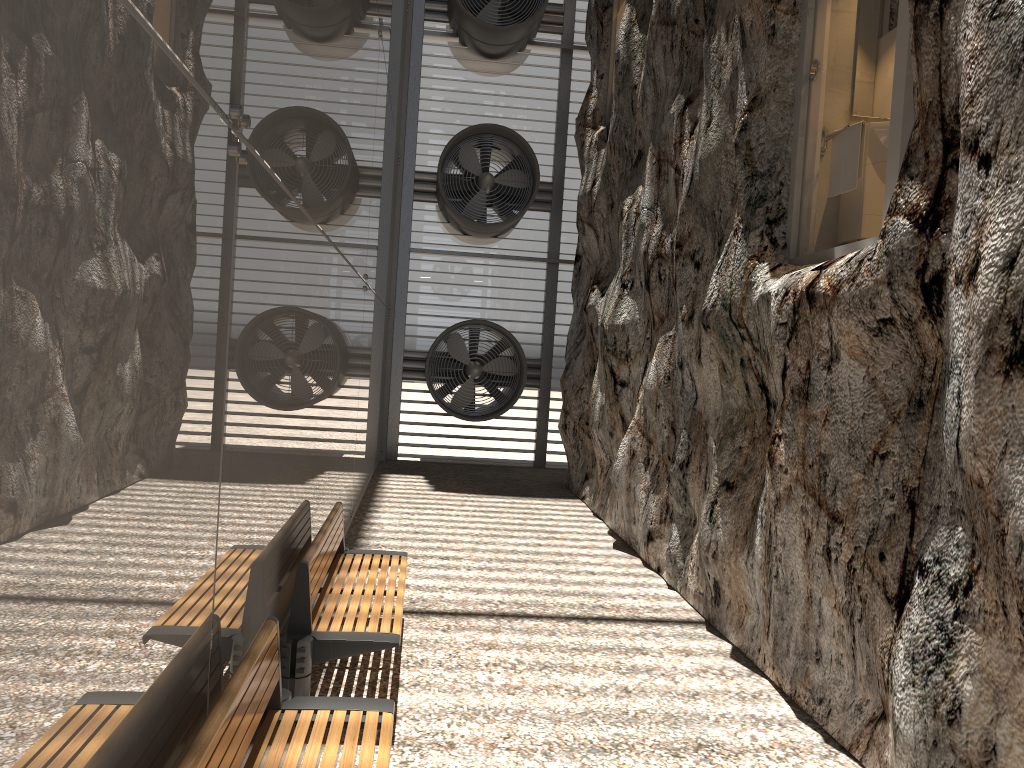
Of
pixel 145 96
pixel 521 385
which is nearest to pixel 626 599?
pixel 145 96

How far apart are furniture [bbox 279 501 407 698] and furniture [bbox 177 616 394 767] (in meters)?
0.59

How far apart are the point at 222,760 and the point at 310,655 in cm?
177

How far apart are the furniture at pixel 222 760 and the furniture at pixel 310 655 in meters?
0.6 m

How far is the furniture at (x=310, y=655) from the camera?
4.25m

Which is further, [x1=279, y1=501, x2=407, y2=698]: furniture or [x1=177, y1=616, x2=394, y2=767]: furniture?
[x1=279, y1=501, x2=407, y2=698]: furniture

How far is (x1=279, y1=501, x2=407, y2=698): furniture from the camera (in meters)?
4.25

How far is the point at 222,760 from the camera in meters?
2.5

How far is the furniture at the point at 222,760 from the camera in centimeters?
250cm

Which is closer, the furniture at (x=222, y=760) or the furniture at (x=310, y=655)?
the furniture at (x=222, y=760)
